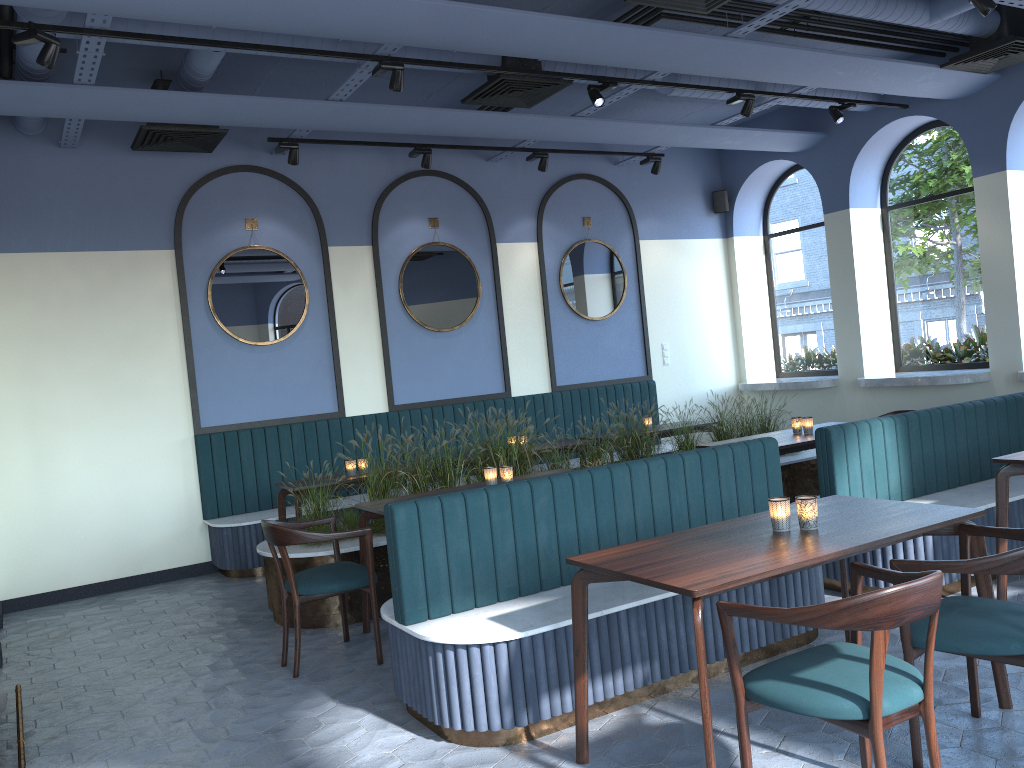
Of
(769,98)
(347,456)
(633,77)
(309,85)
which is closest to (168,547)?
(347,456)

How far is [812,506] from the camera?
3.3m

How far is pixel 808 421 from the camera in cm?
644

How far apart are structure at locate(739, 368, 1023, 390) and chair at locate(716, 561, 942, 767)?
5.6 meters

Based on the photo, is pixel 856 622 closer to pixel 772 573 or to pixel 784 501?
pixel 772 573

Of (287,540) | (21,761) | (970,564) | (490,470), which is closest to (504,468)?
(490,470)

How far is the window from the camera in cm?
834

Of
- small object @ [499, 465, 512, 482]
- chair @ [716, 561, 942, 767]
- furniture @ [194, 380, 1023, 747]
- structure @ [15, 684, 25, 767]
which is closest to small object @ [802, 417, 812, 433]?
furniture @ [194, 380, 1023, 747]

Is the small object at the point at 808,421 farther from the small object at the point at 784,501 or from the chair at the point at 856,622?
the chair at the point at 856,622

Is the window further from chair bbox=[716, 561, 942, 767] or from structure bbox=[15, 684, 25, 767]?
structure bbox=[15, 684, 25, 767]
